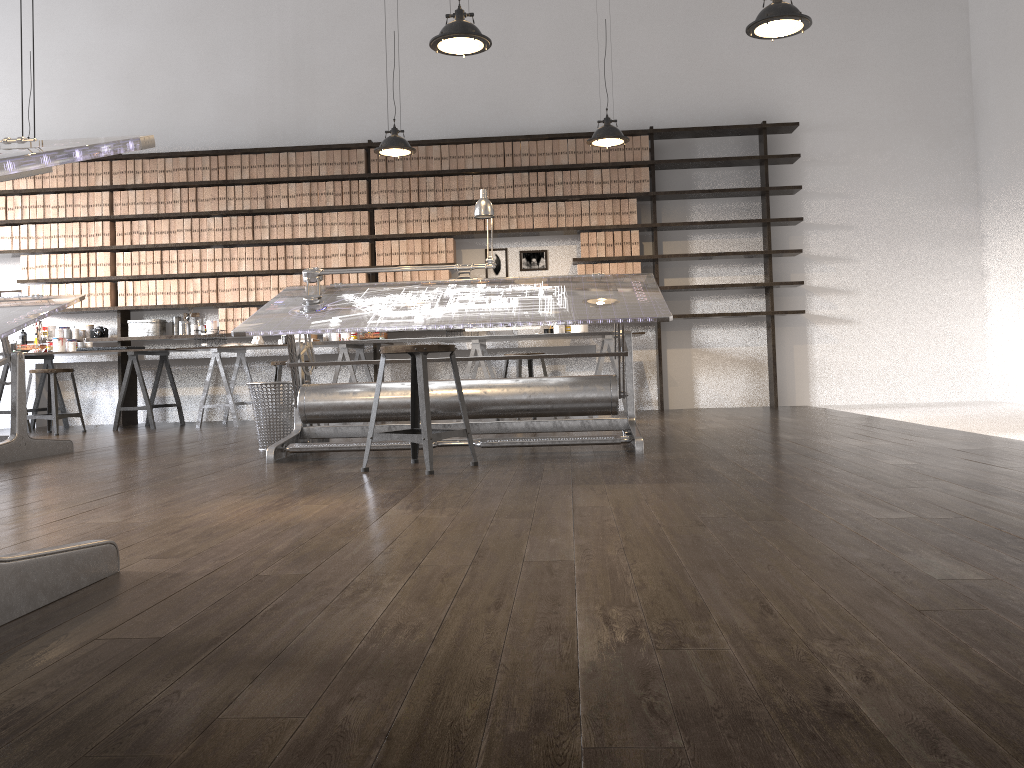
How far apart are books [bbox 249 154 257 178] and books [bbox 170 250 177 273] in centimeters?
99cm

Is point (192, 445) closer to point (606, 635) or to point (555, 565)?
point (555, 565)

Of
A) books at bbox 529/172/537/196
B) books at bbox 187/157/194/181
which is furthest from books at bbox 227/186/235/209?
books at bbox 529/172/537/196

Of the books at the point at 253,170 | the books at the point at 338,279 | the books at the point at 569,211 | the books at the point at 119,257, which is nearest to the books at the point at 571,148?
the books at the point at 569,211

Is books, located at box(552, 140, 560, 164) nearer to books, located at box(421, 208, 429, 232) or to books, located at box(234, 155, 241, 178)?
books, located at box(421, 208, 429, 232)

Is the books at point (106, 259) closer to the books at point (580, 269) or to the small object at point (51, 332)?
the small object at point (51, 332)

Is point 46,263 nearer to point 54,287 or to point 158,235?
point 54,287

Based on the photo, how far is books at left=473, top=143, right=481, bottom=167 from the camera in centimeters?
767cm

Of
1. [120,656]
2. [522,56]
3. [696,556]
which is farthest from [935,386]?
[120,656]

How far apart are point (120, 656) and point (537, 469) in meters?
2.3
